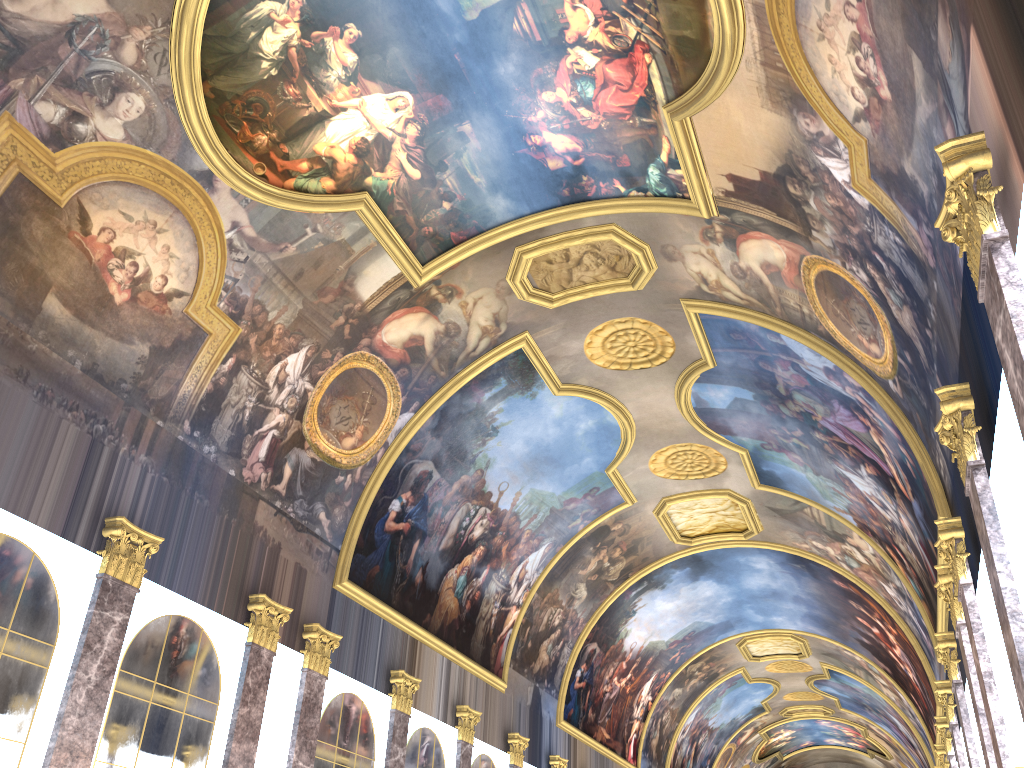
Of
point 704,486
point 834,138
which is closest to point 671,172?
point 834,138
